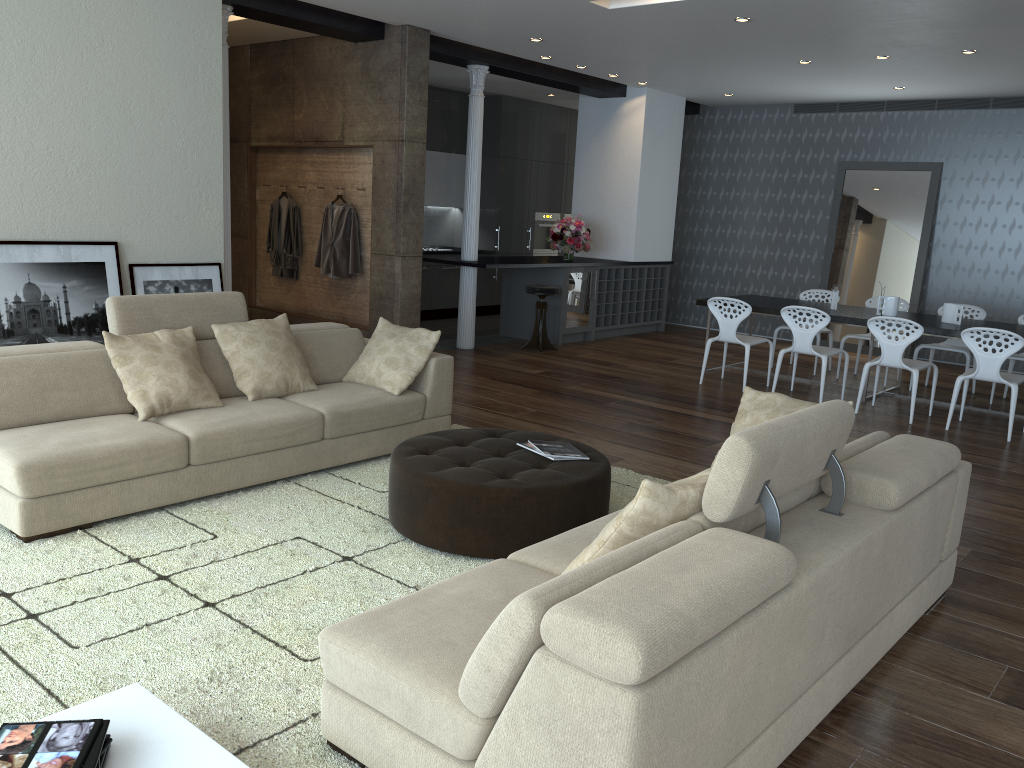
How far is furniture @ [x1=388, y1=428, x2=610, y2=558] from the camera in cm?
374

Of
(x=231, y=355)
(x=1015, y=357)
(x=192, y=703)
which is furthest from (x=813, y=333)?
(x=192, y=703)

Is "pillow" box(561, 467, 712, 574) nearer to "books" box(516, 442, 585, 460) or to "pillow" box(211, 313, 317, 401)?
"books" box(516, 442, 585, 460)

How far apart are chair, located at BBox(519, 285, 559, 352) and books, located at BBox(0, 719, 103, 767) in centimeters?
764cm

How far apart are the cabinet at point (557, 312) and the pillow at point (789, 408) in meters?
6.0 m

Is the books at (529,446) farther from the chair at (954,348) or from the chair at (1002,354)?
the chair at (954,348)

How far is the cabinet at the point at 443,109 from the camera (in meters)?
11.71

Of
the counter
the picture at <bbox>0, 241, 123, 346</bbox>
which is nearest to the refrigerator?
the counter

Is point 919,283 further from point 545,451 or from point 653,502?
point 653,502

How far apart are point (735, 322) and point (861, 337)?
1.66m
